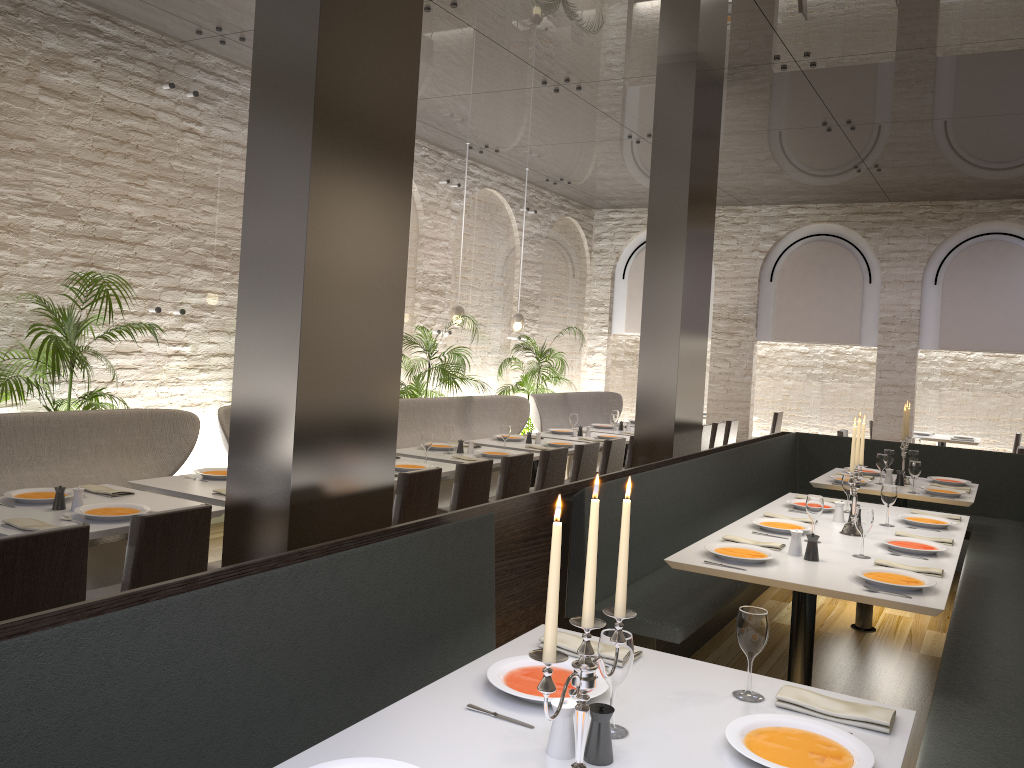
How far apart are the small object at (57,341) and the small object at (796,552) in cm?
420

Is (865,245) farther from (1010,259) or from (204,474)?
(204,474)

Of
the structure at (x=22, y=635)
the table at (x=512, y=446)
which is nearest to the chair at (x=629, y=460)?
the table at (x=512, y=446)

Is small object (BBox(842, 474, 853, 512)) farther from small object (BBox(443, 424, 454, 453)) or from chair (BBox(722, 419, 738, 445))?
chair (BBox(722, 419, 738, 445))

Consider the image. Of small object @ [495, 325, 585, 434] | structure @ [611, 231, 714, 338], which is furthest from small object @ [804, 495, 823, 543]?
structure @ [611, 231, 714, 338]

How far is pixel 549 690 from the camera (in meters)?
1.56

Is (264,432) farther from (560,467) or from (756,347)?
(756,347)

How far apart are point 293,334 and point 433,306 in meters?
6.9

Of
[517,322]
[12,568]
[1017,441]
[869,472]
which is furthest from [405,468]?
[1017,441]

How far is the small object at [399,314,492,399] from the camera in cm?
891
